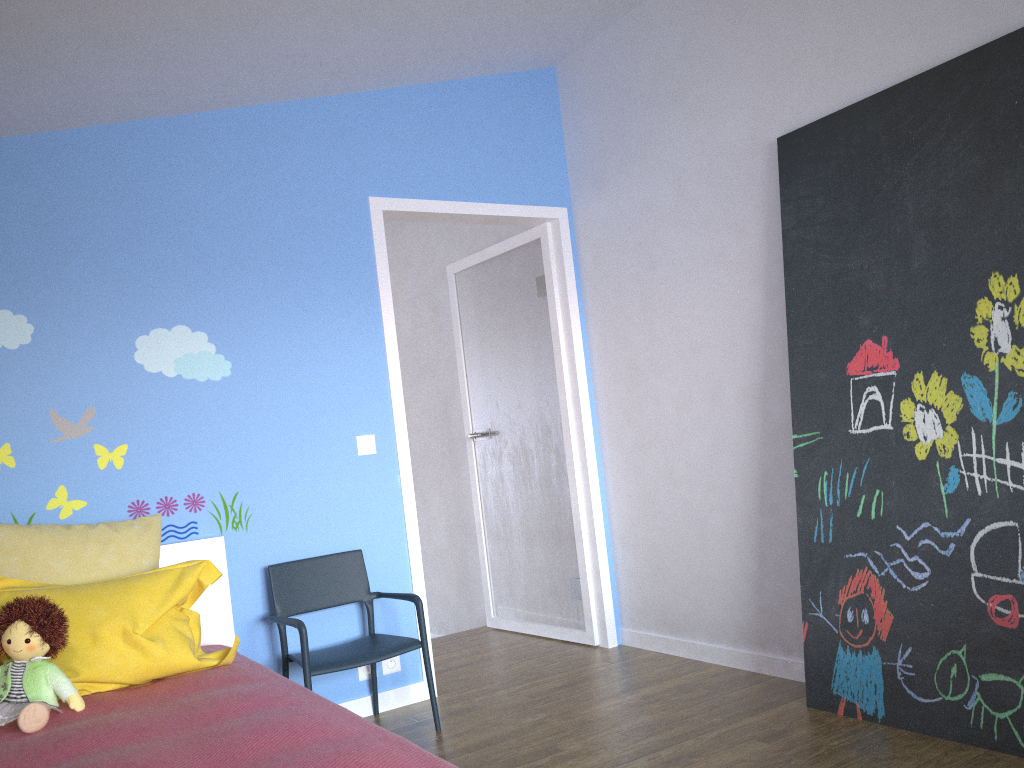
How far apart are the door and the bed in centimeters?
78cm

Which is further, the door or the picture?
the door

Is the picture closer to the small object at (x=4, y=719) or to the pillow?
the pillow

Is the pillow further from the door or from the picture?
the picture

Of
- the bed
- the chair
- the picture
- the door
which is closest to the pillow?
the bed

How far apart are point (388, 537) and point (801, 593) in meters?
1.6 m

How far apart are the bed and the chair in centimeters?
15cm

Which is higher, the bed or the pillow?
the pillow

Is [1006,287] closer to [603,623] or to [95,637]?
[603,623]

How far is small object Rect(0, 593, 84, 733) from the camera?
2.15m
